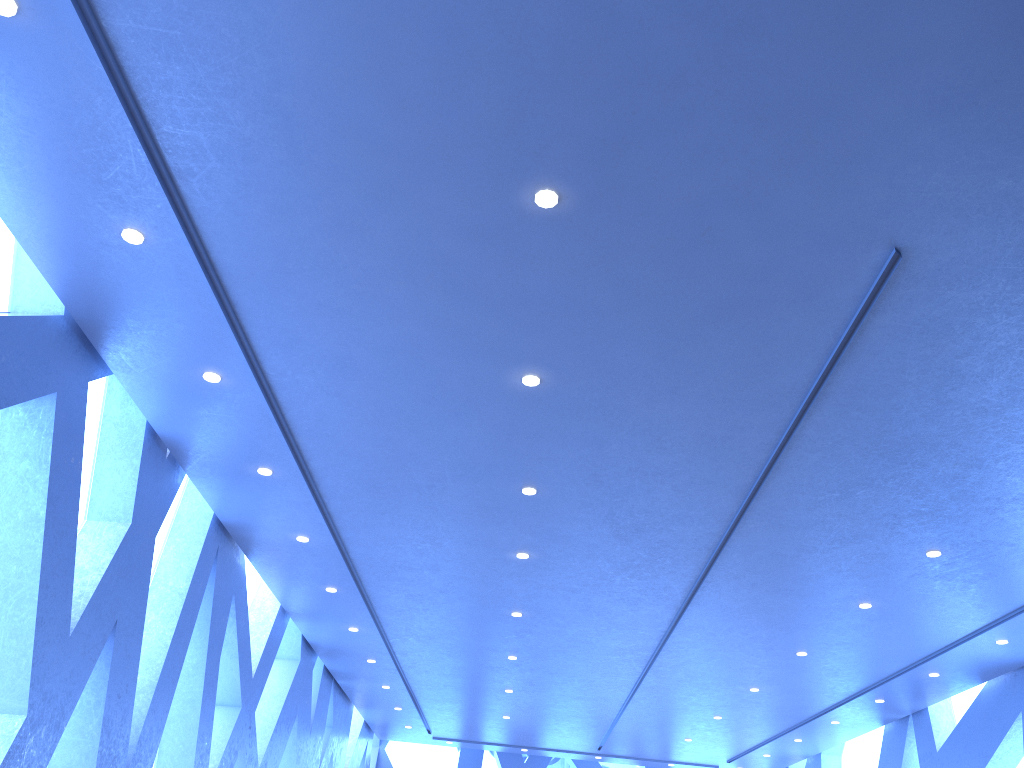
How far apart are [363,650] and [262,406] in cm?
592

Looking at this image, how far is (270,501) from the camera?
7.35m
